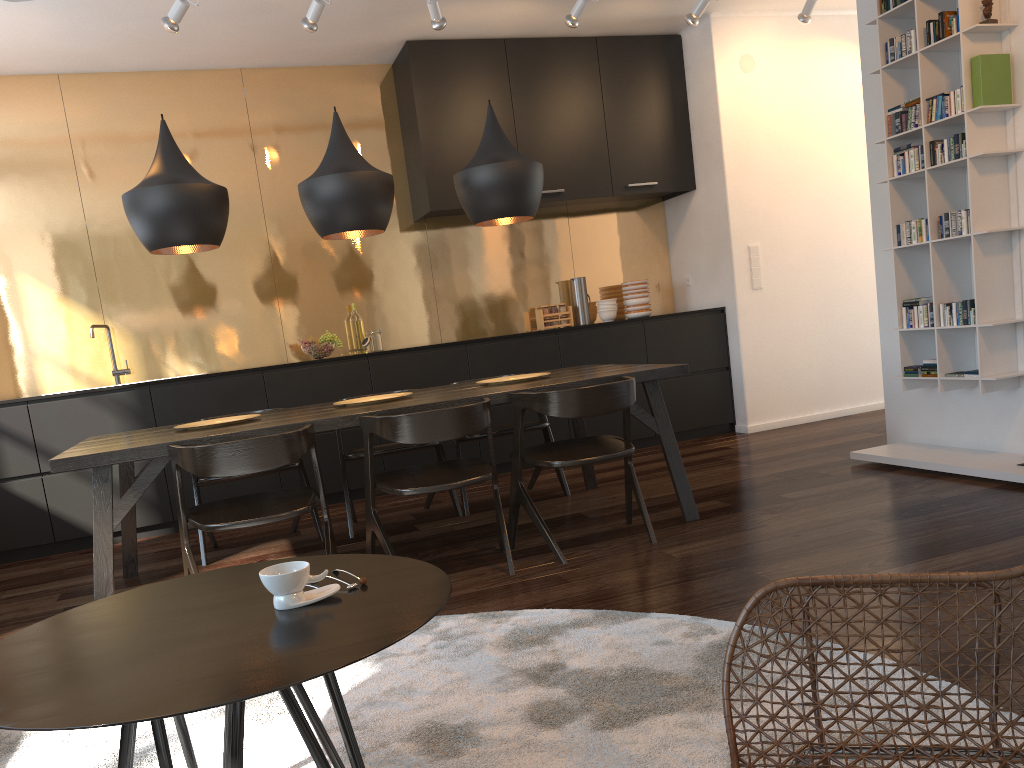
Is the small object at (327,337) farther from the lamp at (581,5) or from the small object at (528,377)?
the lamp at (581,5)

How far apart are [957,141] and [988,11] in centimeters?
54cm

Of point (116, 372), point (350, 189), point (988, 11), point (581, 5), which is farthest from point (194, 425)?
point (988, 11)

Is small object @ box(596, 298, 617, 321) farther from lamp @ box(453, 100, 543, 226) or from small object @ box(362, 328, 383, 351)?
lamp @ box(453, 100, 543, 226)

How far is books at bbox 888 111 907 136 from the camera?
4.2 meters

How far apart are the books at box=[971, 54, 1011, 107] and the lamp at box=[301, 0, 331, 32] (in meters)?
3.07

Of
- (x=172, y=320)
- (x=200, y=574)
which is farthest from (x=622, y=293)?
(x=200, y=574)

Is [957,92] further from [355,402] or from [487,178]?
[355,402]

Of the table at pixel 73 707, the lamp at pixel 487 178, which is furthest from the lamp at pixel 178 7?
the table at pixel 73 707

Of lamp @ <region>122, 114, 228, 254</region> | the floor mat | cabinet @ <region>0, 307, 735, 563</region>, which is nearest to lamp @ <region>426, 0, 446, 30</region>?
lamp @ <region>122, 114, 228, 254</region>
